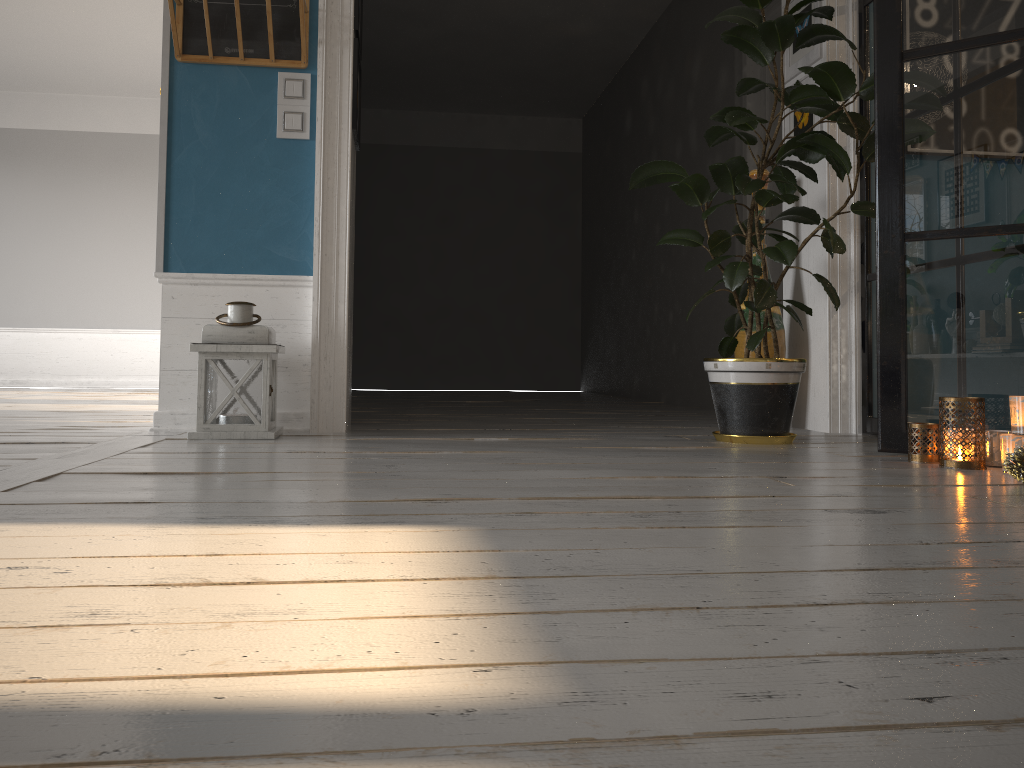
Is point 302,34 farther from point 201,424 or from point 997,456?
point 997,456

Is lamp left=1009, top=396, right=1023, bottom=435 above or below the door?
below

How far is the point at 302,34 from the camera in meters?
3.3

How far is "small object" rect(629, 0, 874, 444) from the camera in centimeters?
298cm

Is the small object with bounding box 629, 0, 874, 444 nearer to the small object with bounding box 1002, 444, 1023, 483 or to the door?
the small object with bounding box 1002, 444, 1023, 483

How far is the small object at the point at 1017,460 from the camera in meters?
2.0 m

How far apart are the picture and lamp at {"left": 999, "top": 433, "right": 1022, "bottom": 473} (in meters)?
1.84

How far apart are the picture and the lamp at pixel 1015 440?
1.84m

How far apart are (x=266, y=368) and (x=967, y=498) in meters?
2.2 m

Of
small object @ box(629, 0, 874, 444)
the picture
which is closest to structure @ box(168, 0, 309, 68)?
the picture
